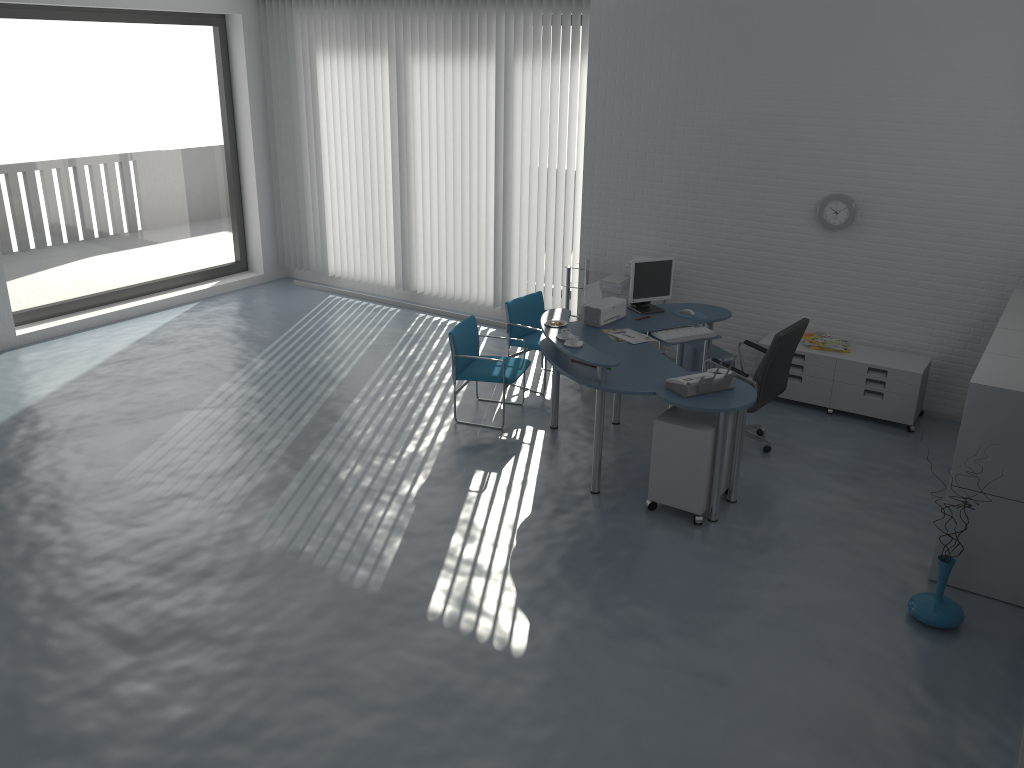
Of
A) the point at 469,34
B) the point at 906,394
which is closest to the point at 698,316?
the point at 906,394

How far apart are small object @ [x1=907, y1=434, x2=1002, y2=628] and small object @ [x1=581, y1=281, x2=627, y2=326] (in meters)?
2.85

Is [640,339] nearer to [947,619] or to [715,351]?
[715,351]

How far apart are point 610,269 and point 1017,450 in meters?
4.1 m

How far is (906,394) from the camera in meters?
6.6

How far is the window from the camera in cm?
825

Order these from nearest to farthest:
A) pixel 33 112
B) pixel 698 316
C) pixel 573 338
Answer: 1. pixel 573 338
2. pixel 698 316
3. pixel 33 112

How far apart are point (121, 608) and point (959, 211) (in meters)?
6.11

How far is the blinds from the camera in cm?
833

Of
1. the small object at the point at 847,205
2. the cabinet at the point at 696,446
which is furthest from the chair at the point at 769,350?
the small object at the point at 847,205
